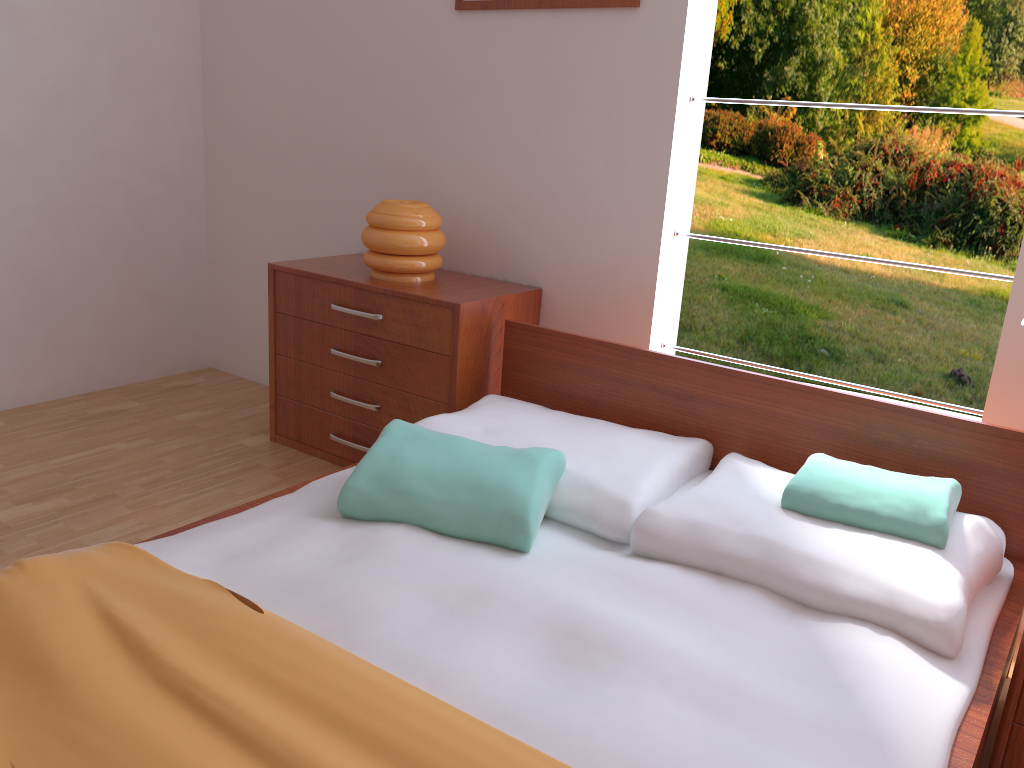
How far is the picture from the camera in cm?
247

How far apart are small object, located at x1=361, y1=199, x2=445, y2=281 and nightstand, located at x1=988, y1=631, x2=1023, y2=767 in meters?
1.9 m

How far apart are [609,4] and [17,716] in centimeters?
219cm

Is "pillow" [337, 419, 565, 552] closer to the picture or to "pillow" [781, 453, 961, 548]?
"pillow" [781, 453, 961, 548]

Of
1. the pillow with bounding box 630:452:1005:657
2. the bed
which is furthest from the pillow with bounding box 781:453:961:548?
the bed

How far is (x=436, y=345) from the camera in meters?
2.6

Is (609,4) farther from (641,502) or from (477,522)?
(477,522)

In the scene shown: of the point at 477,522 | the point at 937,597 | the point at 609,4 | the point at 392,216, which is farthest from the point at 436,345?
the point at 937,597

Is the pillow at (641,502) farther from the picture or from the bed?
the picture

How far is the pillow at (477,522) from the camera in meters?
1.7 m
